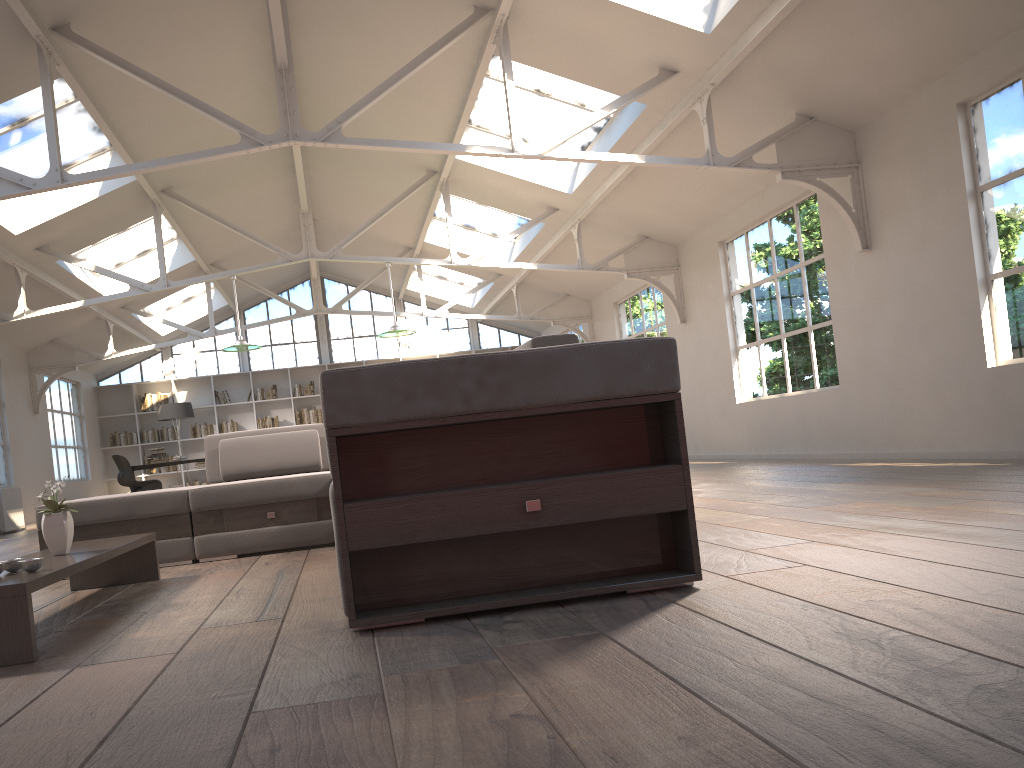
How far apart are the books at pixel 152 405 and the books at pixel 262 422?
1.65m

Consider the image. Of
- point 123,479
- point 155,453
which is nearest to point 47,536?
point 123,479

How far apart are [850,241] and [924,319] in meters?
1.1

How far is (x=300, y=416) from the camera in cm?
1667

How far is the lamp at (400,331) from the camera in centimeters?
987cm

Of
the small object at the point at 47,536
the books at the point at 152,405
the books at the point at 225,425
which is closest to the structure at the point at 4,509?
the books at the point at 152,405

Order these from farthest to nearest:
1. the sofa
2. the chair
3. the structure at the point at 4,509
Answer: the chair
the structure at the point at 4,509
the sofa

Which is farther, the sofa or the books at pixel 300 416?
the books at pixel 300 416

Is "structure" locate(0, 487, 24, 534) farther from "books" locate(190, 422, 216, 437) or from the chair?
"books" locate(190, 422, 216, 437)

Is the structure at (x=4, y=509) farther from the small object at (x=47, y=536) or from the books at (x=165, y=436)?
the small object at (x=47, y=536)
